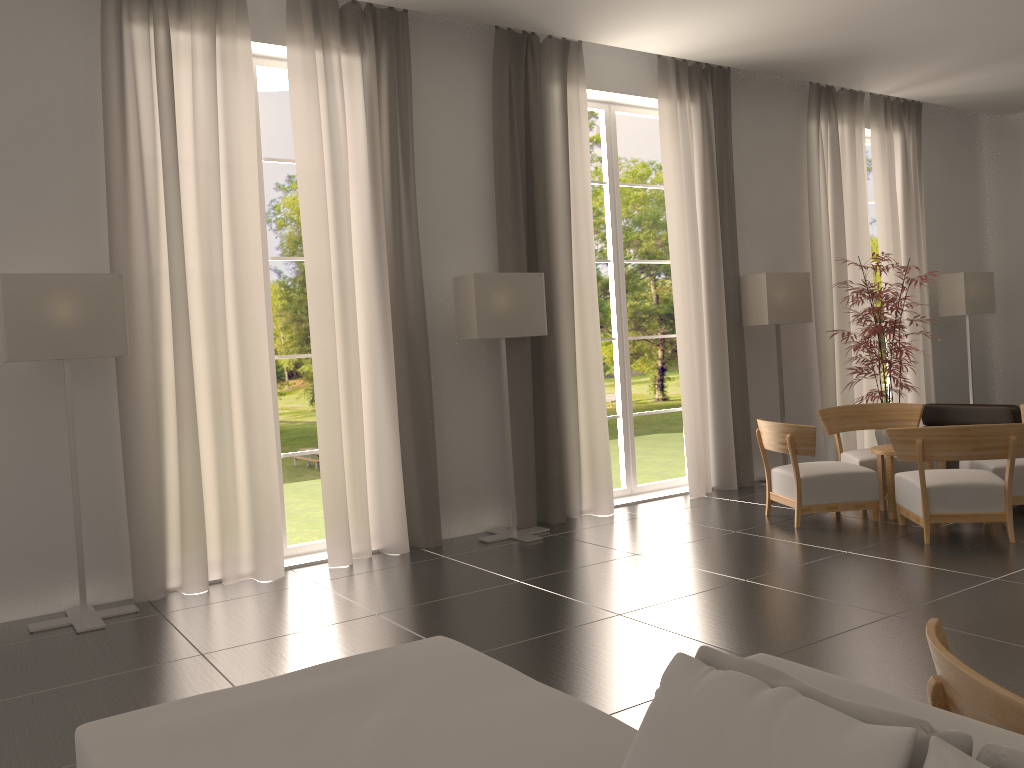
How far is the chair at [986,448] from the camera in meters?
8.9

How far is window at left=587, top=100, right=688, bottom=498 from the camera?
12.8 meters

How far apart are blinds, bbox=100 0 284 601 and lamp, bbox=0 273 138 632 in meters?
0.3

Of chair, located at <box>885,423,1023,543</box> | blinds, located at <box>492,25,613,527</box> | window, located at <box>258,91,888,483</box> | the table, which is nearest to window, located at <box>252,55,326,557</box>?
blinds, located at <box>492,25,613,527</box>

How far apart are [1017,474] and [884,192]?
6.8 meters

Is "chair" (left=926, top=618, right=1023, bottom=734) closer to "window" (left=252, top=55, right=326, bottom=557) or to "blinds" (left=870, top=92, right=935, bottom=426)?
"window" (left=252, top=55, right=326, bottom=557)

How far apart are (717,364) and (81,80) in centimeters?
892cm

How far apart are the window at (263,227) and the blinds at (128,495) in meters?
0.6 m

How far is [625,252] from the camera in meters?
43.0

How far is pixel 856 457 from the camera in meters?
11.5 m
